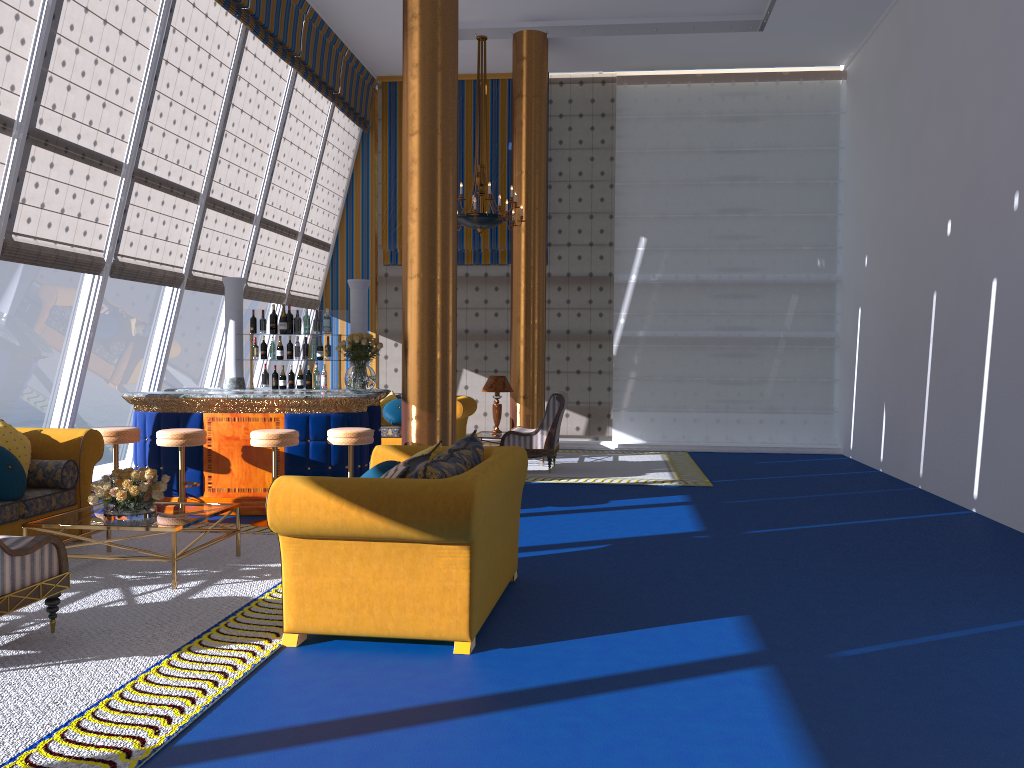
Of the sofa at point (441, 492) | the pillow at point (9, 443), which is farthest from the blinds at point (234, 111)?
the sofa at point (441, 492)

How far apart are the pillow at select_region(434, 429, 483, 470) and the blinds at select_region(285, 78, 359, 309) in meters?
8.5

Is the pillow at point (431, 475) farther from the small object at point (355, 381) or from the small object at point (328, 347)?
the small object at point (328, 347)

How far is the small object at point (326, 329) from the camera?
9.02m

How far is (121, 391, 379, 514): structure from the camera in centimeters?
776cm

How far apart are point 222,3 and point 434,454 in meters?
6.5

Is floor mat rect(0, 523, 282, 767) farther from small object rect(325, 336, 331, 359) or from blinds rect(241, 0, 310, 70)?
blinds rect(241, 0, 310, 70)

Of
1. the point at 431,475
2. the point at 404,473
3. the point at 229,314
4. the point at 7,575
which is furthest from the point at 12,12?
the point at 431,475

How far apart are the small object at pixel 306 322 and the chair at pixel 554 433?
2.8m

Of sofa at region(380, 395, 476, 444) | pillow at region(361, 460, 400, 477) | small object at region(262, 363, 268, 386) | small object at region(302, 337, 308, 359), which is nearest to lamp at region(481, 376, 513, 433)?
sofa at region(380, 395, 476, 444)
